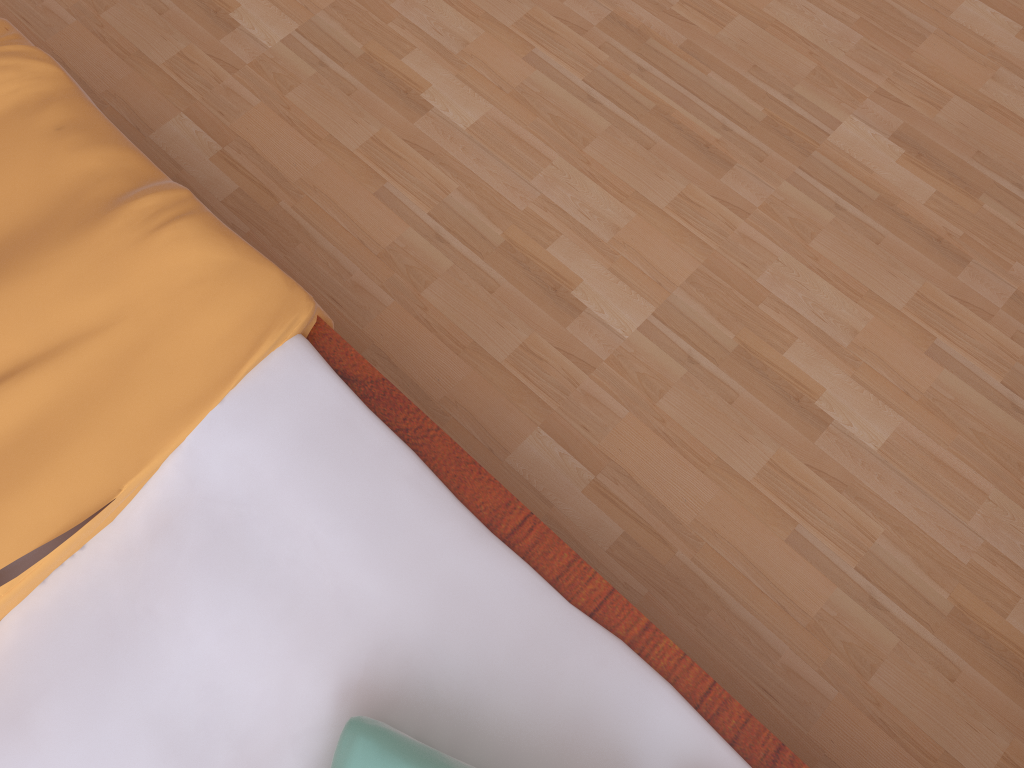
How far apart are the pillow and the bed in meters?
0.0 m

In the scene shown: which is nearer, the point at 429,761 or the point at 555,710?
the point at 429,761

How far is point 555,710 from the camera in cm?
81

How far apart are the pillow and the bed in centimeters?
4cm

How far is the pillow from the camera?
0.71m

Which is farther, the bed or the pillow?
the bed

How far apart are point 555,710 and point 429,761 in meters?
0.1

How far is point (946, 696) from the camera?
1.1 meters

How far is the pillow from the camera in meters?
0.7 m
